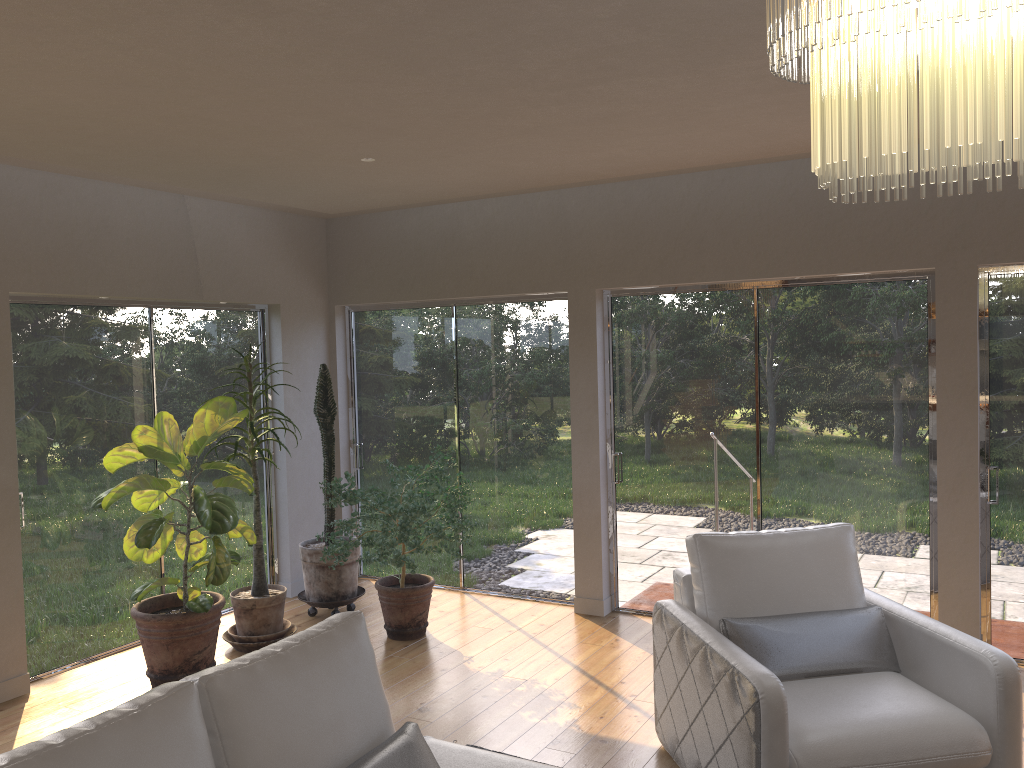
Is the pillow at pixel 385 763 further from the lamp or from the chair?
the lamp

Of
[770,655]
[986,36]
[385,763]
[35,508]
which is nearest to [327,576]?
[35,508]

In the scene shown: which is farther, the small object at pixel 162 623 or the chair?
the small object at pixel 162 623

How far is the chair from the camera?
3.0m

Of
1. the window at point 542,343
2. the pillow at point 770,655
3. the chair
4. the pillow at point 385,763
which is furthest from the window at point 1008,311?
the pillow at point 385,763

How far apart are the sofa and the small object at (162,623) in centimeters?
197cm

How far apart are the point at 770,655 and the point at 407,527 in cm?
229

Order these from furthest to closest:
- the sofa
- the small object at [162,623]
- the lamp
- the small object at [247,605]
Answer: the small object at [247,605] < the small object at [162,623] < the sofa < the lamp

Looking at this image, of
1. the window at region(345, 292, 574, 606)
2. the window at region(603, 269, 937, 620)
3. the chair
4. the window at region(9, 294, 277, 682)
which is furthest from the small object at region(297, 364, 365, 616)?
the chair

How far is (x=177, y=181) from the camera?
4.9 meters
